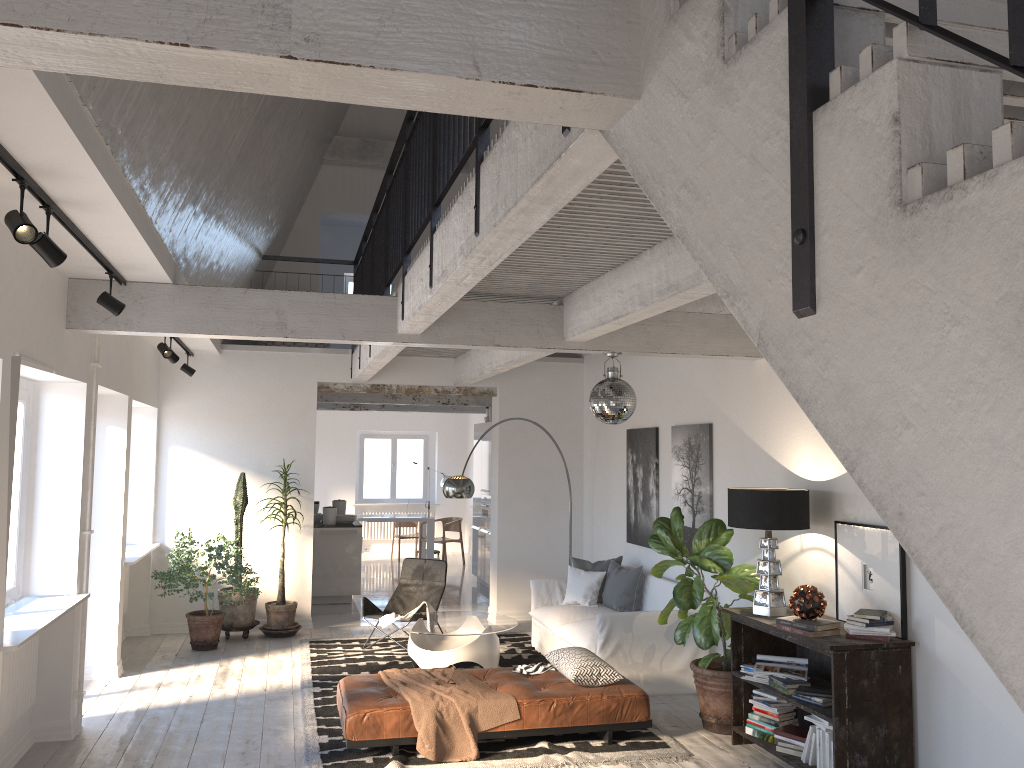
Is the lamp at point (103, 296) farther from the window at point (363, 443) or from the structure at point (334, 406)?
the window at point (363, 443)

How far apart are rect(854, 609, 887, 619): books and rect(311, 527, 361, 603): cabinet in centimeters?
742cm

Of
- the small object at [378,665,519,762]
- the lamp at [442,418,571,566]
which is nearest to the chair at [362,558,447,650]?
the lamp at [442,418,571,566]

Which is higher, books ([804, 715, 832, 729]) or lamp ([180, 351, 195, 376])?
lamp ([180, 351, 195, 376])

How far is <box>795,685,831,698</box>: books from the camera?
5.1 meters

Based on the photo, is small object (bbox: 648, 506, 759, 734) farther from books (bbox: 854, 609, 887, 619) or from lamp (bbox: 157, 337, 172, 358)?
lamp (bbox: 157, 337, 172, 358)

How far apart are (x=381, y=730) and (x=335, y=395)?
7.1m

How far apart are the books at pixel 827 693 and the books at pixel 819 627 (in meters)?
0.39

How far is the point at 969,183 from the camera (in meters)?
0.95

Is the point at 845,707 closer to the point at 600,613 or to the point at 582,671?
the point at 582,671
